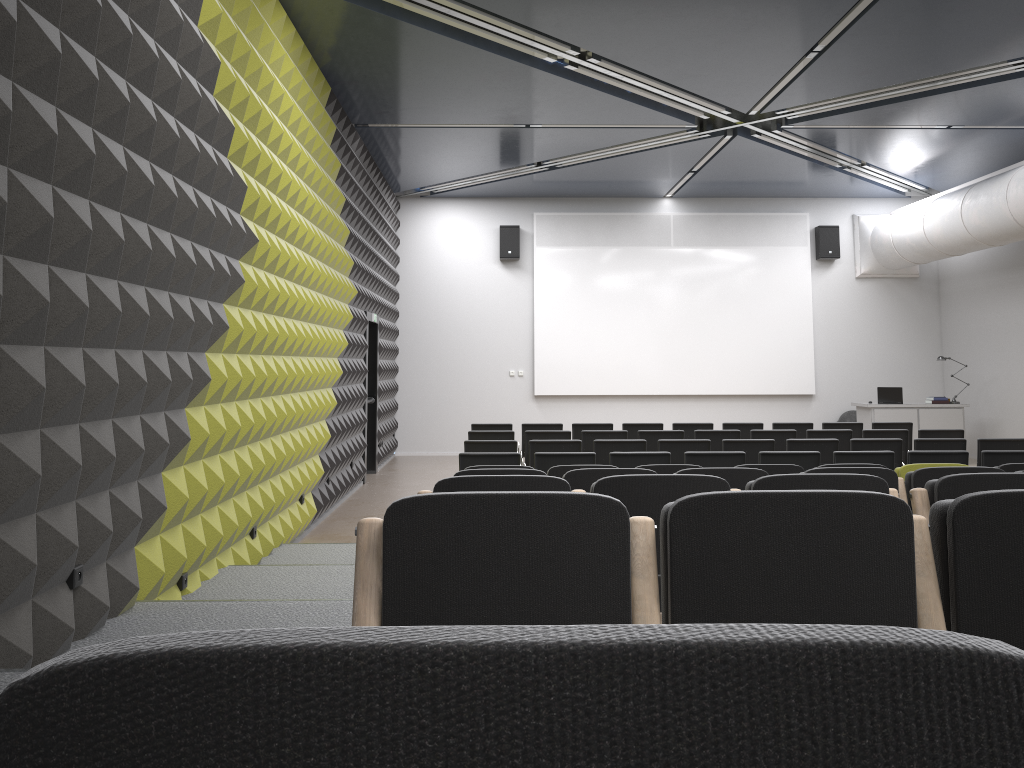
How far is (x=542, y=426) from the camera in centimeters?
1185cm

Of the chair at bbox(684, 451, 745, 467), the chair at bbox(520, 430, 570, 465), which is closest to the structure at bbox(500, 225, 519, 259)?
the chair at bbox(520, 430, 570, 465)

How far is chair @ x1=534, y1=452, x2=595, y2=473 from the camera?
8.0m

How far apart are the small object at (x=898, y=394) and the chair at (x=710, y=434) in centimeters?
563cm

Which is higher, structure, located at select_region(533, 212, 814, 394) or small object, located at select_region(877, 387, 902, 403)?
structure, located at select_region(533, 212, 814, 394)

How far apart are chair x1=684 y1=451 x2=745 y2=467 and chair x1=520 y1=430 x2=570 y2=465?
2.73m

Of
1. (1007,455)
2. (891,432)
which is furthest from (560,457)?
(891,432)

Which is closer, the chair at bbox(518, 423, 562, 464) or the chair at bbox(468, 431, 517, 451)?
the chair at bbox(468, 431, 517, 451)

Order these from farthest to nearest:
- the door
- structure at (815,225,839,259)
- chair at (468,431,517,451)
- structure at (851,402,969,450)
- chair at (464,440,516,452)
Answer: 1. structure at (815,225,839,259)
2. structure at (851,402,969,450)
3. the door
4. chair at (468,431,517,451)
5. chair at (464,440,516,452)

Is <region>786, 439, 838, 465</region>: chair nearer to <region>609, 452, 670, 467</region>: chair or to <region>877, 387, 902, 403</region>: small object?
<region>609, 452, 670, 467</region>: chair
